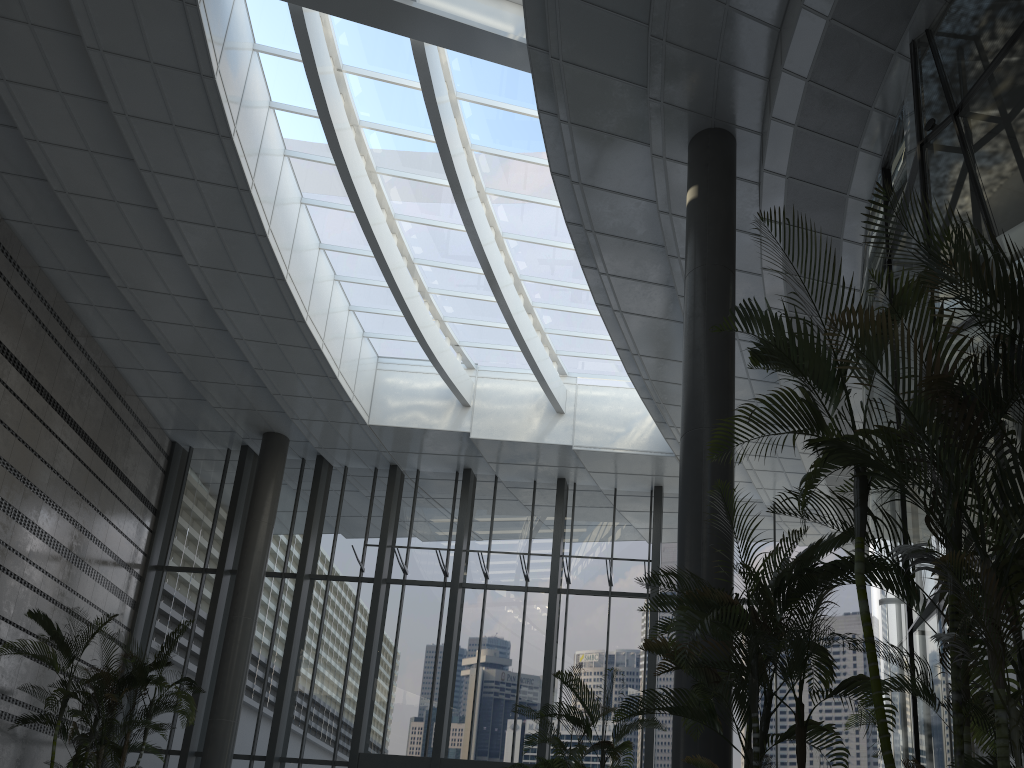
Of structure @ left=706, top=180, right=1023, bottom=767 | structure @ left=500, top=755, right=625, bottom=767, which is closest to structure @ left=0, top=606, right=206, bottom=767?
structure @ left=500, top=755, right=625, bottom=767

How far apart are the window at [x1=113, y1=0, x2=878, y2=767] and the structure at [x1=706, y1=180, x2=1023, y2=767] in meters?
6.9 m

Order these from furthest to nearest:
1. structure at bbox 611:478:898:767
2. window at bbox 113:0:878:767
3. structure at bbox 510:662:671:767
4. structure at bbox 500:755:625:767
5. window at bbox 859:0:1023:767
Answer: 1. window at bbox 113:0:878:767
2. structure at bbox 500:755:625:767
3. structure at bbox 510:662:671:767
4. window at bbox 859:0:1023:767
5. structure at bbox 611:478:898:767

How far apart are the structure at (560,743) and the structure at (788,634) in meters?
1.8 m

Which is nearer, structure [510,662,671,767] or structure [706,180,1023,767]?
structure [706,180,1023,767]

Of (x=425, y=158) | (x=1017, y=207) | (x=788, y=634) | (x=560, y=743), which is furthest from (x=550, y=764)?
(x=425, y=158)

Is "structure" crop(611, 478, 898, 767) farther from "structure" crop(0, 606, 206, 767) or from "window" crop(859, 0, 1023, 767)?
"structure" crop(0, 606, 206, 767)

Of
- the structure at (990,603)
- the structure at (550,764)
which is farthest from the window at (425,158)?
Answer: the structure at (990,603)

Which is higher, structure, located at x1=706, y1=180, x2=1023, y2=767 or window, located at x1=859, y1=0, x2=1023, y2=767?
window, located at x1=859, y1=0, x2=1023, y2=767

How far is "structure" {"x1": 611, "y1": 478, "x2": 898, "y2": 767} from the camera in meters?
4.5
